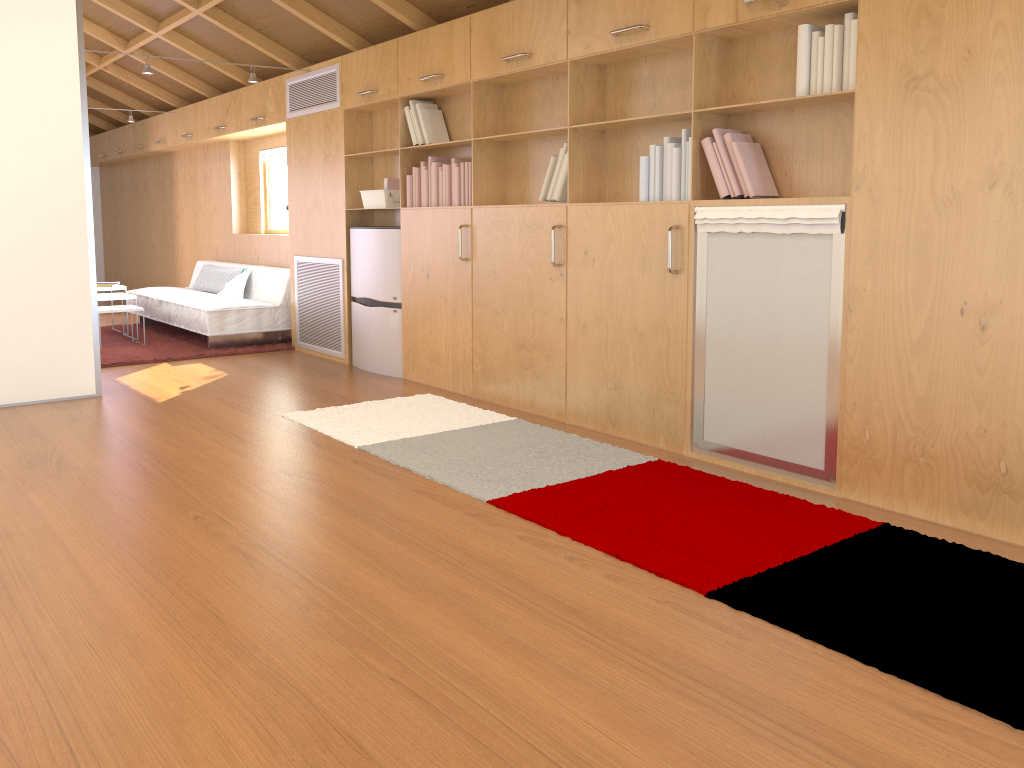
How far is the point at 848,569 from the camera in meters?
2.6

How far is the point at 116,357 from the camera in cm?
658

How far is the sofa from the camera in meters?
6.9 m

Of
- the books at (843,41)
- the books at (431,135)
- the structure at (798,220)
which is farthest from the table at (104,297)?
the structure at (798,220)

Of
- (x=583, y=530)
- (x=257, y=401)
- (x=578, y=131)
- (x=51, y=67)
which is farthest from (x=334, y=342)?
(x=583, y=530)

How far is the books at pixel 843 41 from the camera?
3.2m

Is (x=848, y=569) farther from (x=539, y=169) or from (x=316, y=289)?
(x=316, y=289)

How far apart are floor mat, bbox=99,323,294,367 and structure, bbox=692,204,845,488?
4.15m

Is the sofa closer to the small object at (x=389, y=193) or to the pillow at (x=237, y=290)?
the pillow at (x=237, y=290)

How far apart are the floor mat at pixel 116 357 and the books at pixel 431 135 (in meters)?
2.35
